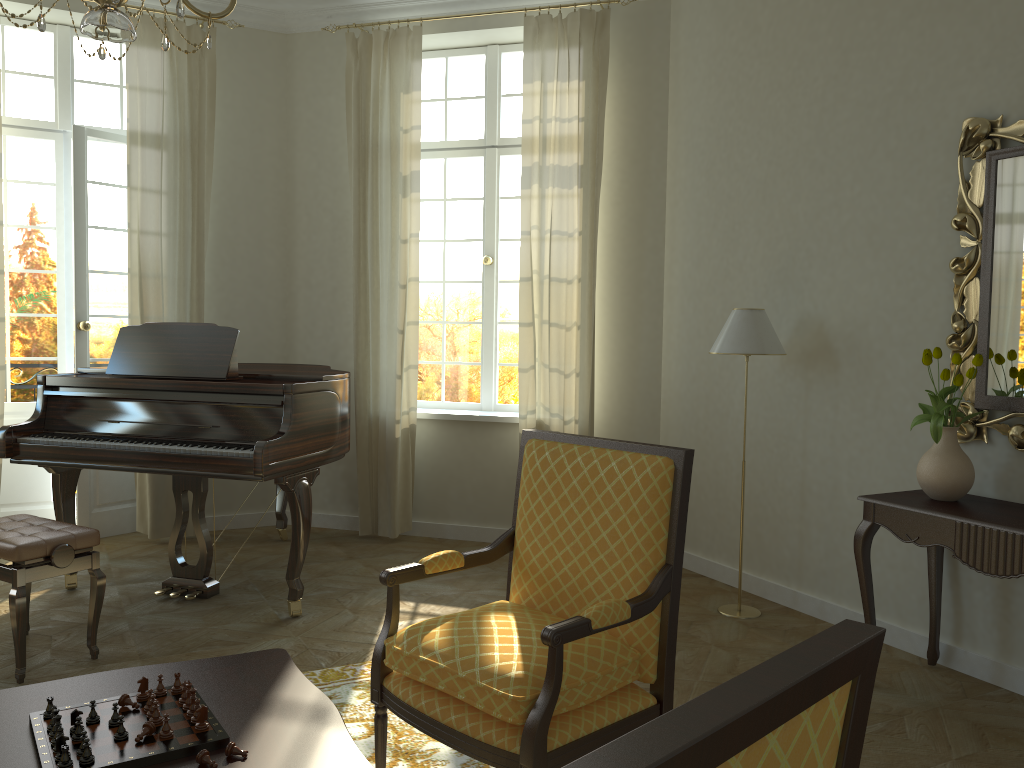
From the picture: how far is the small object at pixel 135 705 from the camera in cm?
208

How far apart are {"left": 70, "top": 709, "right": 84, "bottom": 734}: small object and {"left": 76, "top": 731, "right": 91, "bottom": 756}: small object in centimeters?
12cm

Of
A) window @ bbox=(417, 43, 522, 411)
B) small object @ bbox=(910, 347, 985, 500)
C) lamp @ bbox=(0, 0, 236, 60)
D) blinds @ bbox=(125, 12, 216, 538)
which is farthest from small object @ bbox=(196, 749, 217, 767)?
window @ bbox=(417, 43, 522, 411)

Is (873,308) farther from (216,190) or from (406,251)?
(216,190)

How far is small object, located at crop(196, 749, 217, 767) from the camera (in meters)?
1.85

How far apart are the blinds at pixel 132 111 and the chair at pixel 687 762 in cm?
545

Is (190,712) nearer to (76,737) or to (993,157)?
(76,737)

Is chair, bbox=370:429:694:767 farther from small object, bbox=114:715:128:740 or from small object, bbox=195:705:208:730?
small object, bbox=114:715:128:740

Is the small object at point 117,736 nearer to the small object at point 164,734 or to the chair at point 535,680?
the small object at point 164,734

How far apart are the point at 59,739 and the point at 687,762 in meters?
1.6 m
